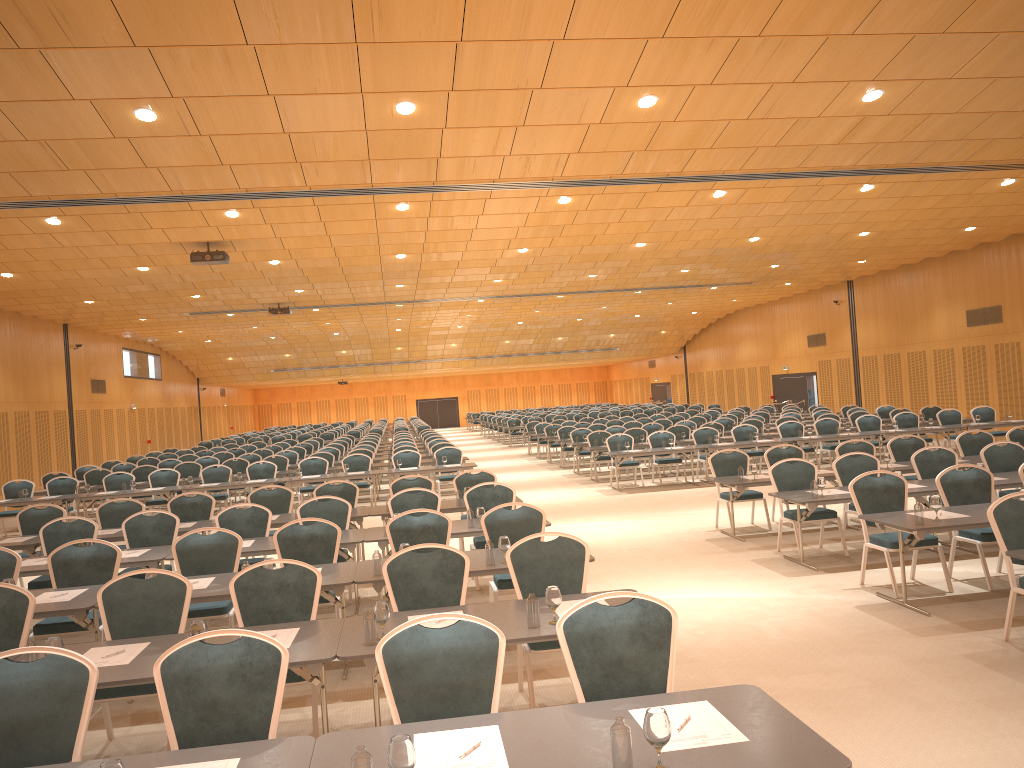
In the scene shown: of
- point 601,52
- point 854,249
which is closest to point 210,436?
point 854,249

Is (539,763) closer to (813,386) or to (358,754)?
(358,754)

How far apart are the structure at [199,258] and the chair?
3.78m

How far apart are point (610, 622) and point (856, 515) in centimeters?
972cm

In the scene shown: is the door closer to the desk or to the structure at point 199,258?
the desk

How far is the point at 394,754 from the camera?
3.0m

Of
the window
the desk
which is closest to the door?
the window

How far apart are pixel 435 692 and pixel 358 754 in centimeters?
114cm

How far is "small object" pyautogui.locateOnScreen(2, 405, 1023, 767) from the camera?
3.0 meters

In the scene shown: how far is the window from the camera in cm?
3251
